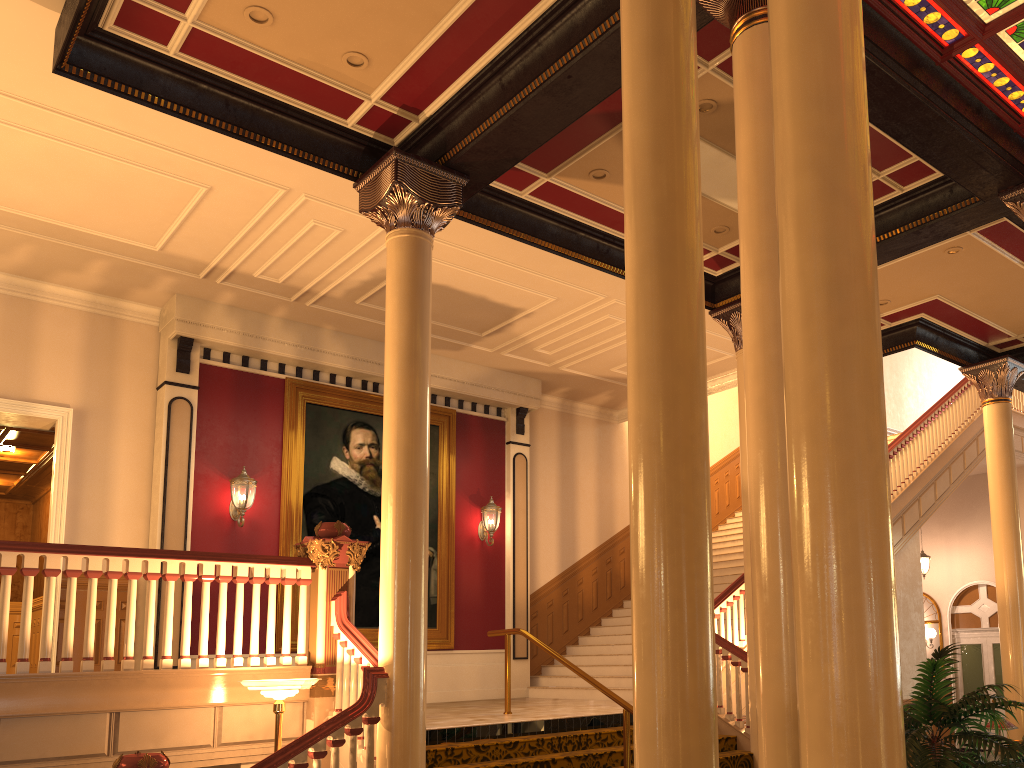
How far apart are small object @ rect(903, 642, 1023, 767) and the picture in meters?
8.3

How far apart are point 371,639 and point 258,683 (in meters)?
5.35

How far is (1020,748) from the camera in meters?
3.0 m

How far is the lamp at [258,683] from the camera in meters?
5.9

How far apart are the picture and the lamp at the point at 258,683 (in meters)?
4.58

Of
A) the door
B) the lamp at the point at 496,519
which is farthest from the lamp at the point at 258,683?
the door

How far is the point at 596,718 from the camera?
8.4m

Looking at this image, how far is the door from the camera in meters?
17.0 m

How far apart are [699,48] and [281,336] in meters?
6.7

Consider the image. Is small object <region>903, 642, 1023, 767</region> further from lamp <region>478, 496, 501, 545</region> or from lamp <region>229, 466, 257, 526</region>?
lamp <region>478, 496, 501, 545</region>
